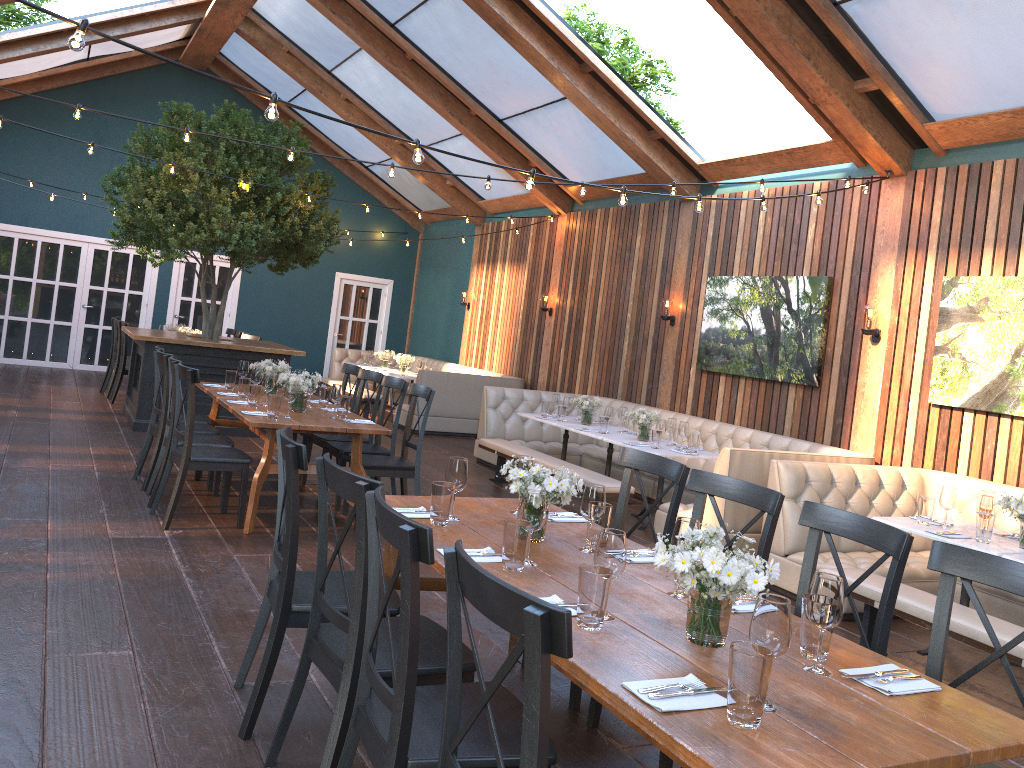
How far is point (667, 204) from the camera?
10.13m

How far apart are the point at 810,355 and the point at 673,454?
1.8m

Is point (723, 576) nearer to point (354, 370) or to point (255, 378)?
point (255, 378)

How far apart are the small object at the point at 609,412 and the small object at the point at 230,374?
3.35m

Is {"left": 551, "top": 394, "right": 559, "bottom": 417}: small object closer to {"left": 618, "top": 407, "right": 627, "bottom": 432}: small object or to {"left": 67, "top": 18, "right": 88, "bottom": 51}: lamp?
{"left": 618, "top": 407, "right": 627, "bottom": 432}: small object

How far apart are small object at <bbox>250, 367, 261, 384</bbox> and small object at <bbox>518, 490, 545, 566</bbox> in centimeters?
444cm

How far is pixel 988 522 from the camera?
4.8m

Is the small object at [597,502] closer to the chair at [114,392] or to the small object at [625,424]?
the small object at [625,424]

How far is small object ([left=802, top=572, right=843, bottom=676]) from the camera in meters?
2.3

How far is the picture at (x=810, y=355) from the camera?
8.0 meters
